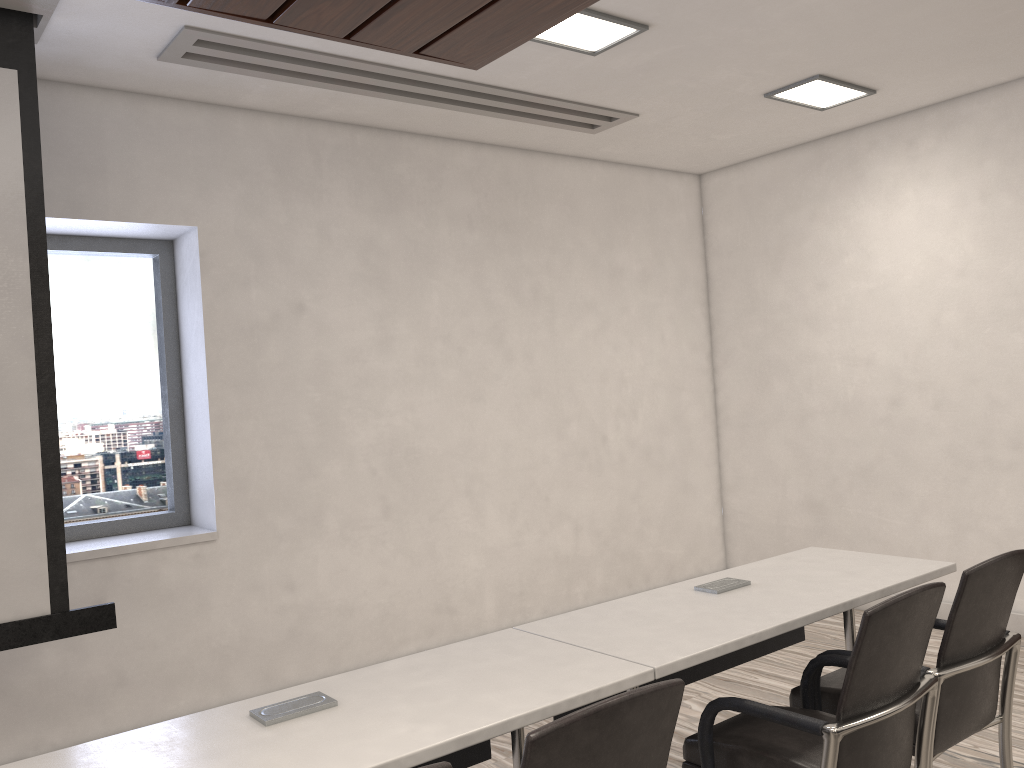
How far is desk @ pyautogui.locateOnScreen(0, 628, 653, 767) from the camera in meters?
1.8 m

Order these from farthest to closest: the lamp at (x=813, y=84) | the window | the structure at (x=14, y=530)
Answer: the lamp at (x=813, y=84) < the window < the structure at (x=14, y=530)

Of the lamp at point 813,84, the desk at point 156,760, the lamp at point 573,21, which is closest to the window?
the lamp at point 573,21

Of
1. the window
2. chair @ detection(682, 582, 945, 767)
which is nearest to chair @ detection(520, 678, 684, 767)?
chair @ detection(682, 582, 945, 767)

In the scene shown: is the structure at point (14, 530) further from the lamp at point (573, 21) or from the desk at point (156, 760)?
the lamp at point (573, 21)

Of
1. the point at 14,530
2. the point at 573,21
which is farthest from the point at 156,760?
the point at 573,21

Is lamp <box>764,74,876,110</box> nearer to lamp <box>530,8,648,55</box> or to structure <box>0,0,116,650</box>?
lamp <box>530,8,648,55</box>

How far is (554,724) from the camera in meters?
1.5

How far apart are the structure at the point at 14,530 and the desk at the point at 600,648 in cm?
161

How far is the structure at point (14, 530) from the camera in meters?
3.1
